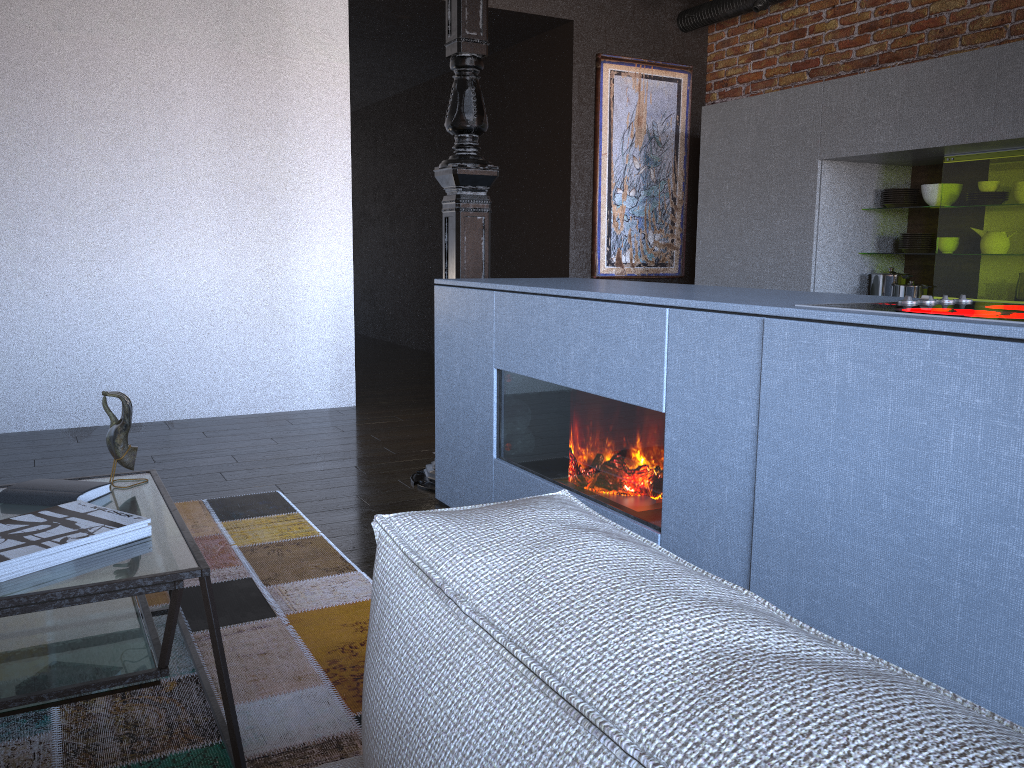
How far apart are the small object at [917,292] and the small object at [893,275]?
0.2m

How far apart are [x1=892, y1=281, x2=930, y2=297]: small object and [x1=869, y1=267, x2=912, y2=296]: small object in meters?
0.2 m

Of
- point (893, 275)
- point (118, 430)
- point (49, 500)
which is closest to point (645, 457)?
point (118, 430)

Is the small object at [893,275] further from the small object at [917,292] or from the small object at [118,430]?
the small object at [118,430]

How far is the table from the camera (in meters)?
1.44

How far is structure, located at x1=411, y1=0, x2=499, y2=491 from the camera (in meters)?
3.38

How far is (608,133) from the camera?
5.92m

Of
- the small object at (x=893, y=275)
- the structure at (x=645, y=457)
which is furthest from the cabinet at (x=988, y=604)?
the small object at (x=893, y=275)

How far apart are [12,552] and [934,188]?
4.4m

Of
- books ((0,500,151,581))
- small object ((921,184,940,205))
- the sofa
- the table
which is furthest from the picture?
the sofa
